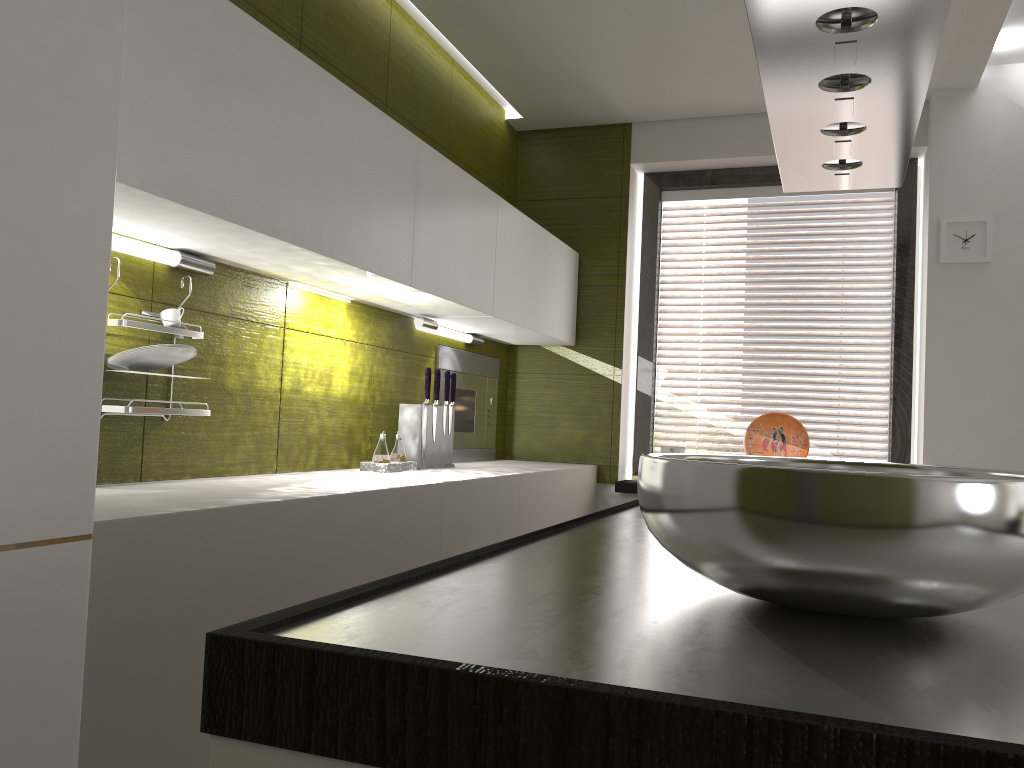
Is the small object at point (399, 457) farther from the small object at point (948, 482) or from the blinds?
the small object at point (948, 482)

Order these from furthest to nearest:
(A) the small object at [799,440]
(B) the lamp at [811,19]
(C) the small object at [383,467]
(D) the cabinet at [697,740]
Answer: (C) the small object at [383,467] < (A) the small object at [799,440] < (B) the lamp at [811,19] < (D) the cabinet at [697,740]

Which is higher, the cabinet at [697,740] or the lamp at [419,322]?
the lamp at [419,322]

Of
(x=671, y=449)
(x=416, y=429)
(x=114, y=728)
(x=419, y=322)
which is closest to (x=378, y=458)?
(x=416, y=429)

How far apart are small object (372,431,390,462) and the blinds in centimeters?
173cm

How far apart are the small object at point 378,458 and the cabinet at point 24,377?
0.4 meters

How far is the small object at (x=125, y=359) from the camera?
1.8 meters

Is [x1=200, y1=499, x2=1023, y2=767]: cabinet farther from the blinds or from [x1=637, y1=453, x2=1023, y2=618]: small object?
the blinds

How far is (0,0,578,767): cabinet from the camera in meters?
1.2 m

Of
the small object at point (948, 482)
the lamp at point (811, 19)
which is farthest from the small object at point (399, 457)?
the small object at point (948, 482)
